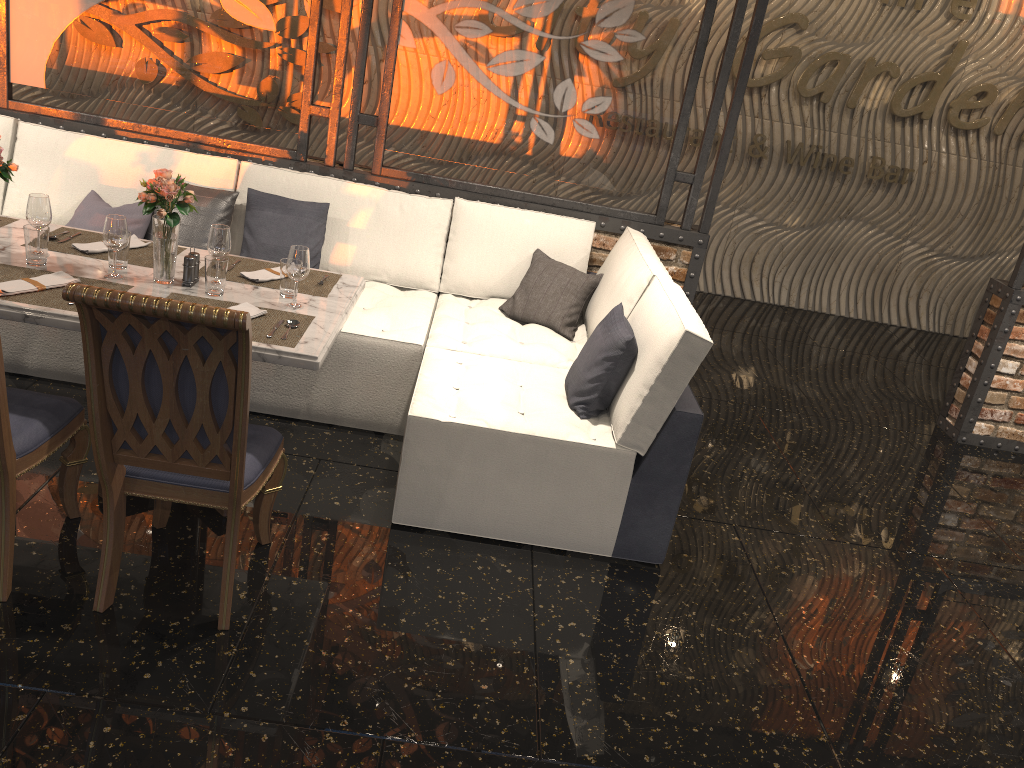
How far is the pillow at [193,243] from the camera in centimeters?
425cm

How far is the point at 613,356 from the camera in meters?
3.3 m

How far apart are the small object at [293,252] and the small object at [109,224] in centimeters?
56cm

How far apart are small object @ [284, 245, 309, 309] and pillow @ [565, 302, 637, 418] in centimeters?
108cm

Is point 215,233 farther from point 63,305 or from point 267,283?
point 63,305

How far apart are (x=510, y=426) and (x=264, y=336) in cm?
93

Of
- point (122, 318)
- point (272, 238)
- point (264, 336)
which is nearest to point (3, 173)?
point (264, 336)

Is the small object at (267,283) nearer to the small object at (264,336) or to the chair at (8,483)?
the small object at (264,336)

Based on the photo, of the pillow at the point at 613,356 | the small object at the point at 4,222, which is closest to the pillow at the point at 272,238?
the small object at the point at 4,222

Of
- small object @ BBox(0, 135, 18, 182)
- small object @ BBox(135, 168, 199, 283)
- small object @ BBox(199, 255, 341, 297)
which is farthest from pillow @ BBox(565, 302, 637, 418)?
small object @ BBox(0, 135, 18, 182)
